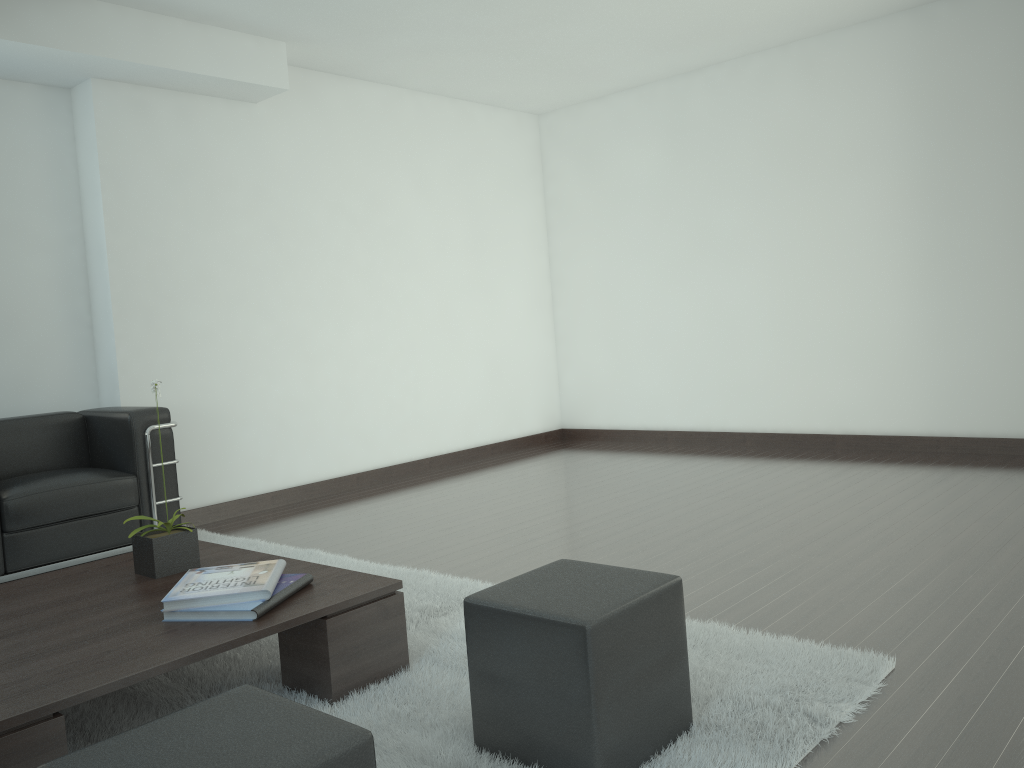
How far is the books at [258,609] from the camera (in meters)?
3.65

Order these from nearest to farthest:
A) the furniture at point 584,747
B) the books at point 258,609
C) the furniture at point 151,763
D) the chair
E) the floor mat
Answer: the furniture at point 151,763
the furniture at point 584,747
the floor mat
the books at point 258,609
the chair

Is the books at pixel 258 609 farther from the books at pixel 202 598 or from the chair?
the chair

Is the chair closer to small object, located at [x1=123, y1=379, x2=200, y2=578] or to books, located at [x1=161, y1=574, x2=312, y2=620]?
small object, located at [x1=123, y1=379, x2=200, y2=578]

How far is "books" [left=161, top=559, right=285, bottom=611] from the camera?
3.72m

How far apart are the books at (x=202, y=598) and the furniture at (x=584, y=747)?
1.0 meters

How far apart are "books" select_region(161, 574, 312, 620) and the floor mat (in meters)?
0.42

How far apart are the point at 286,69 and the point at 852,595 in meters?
6.6

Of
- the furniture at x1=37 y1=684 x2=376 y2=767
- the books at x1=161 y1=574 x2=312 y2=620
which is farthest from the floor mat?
the furniture at x1=37 y1=684 x2=376 y2=767

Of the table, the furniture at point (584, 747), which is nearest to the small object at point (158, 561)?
the table
